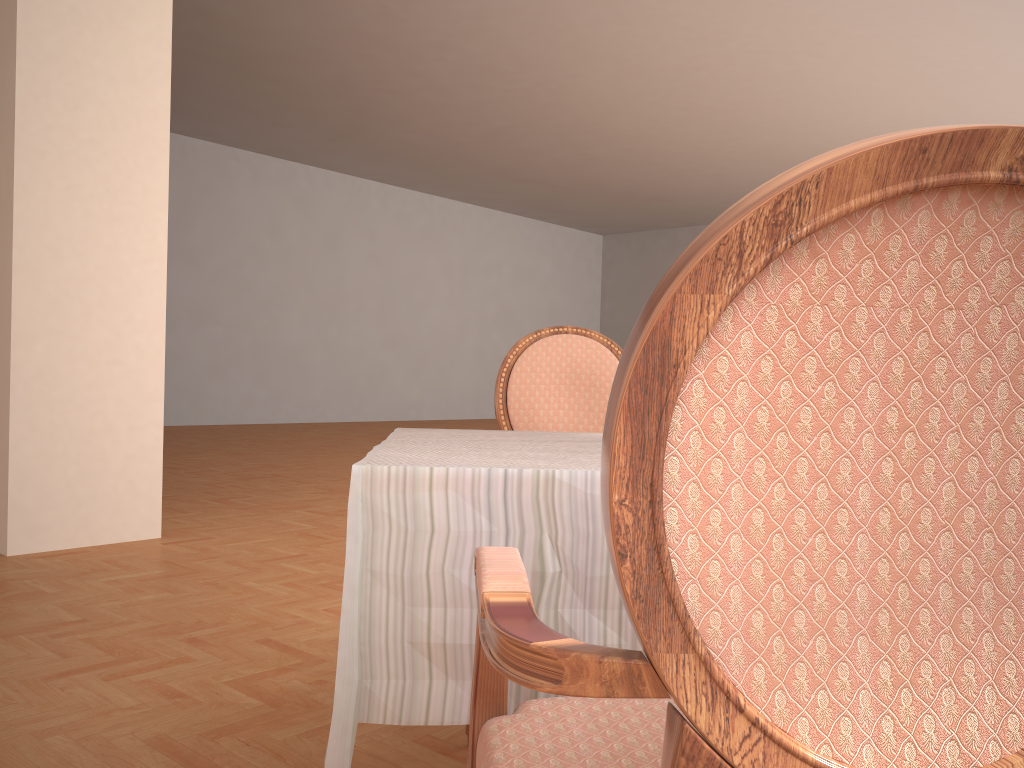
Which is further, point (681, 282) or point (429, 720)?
point (429, 720)

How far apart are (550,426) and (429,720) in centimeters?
130cm

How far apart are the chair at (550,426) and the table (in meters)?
0.55

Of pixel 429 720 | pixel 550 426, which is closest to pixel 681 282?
pixel 429 720

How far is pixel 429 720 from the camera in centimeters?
104cm

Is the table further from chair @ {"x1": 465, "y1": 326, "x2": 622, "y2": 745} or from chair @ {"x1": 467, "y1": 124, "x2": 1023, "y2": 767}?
chair @ {"x1": 465, "y1": 326, "x2": 622, "y2": 745}

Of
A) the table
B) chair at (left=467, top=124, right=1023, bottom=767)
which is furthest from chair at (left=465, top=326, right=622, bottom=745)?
chair at (left=467, top=124, right=1023, bottom=767)

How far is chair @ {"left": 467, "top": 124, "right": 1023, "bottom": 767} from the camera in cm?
49

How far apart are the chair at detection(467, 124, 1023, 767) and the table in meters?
0.1

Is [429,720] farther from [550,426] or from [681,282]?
[550,426]
